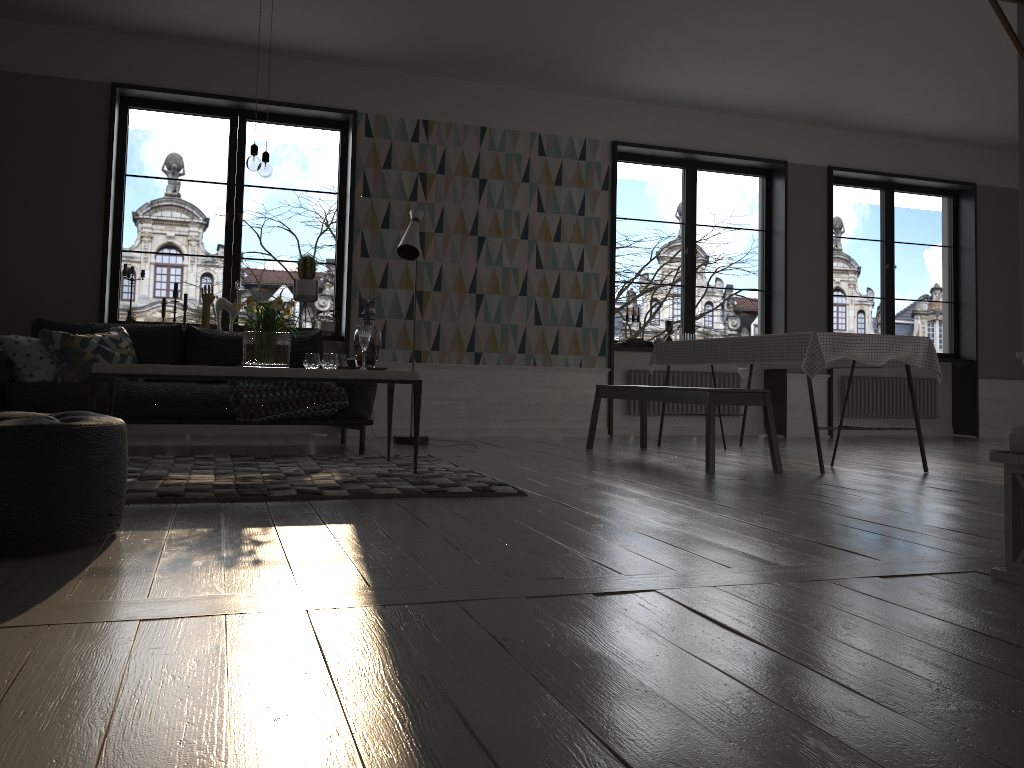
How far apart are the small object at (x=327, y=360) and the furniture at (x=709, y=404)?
1.9 meters

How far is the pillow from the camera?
4.98m

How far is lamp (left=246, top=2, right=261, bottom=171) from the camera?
4.2 meters

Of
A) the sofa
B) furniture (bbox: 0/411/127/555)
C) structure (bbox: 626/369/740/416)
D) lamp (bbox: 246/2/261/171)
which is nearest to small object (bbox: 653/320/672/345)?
structure (bbox: 626/369/740/416)

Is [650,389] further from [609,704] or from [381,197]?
[609,704]

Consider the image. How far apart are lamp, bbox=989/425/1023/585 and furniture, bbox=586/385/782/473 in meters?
2.5

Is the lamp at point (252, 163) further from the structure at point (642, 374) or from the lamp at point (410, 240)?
the structure at point (642, 374)

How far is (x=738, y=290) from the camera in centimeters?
4382cm

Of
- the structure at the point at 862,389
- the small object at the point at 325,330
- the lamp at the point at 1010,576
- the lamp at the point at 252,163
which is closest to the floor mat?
the lamp at the point at 252,163

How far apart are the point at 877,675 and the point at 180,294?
37.1 meters
